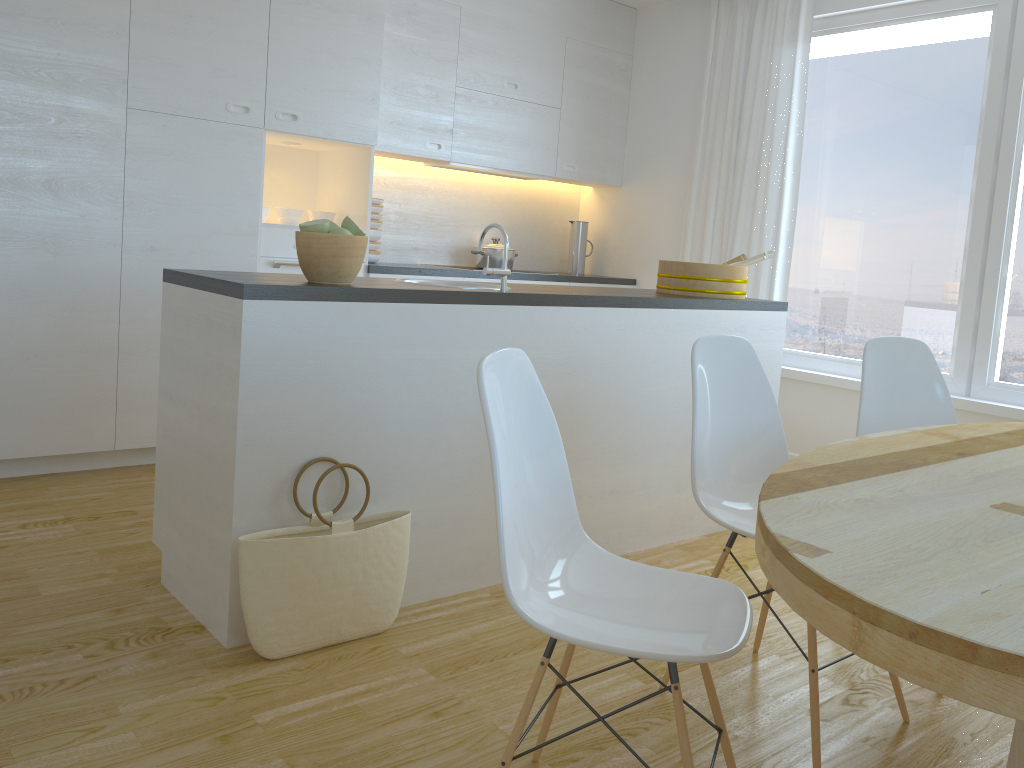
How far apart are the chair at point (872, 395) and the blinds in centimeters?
205cm

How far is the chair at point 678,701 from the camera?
1.48m

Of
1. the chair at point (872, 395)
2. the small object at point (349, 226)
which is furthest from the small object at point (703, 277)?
the small object at point (349, 226)

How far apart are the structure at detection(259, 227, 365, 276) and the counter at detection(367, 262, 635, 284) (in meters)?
0.39

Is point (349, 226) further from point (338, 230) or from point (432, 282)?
point (432, 282)

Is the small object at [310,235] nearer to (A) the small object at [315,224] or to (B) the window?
(A) the small object at [315,224]

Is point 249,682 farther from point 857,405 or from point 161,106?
point 857,405

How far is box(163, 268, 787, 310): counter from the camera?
2.3m

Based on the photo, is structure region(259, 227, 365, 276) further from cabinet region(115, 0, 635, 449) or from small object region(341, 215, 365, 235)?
small object region(341, 215, 365, 235)

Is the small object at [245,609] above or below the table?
→ below
